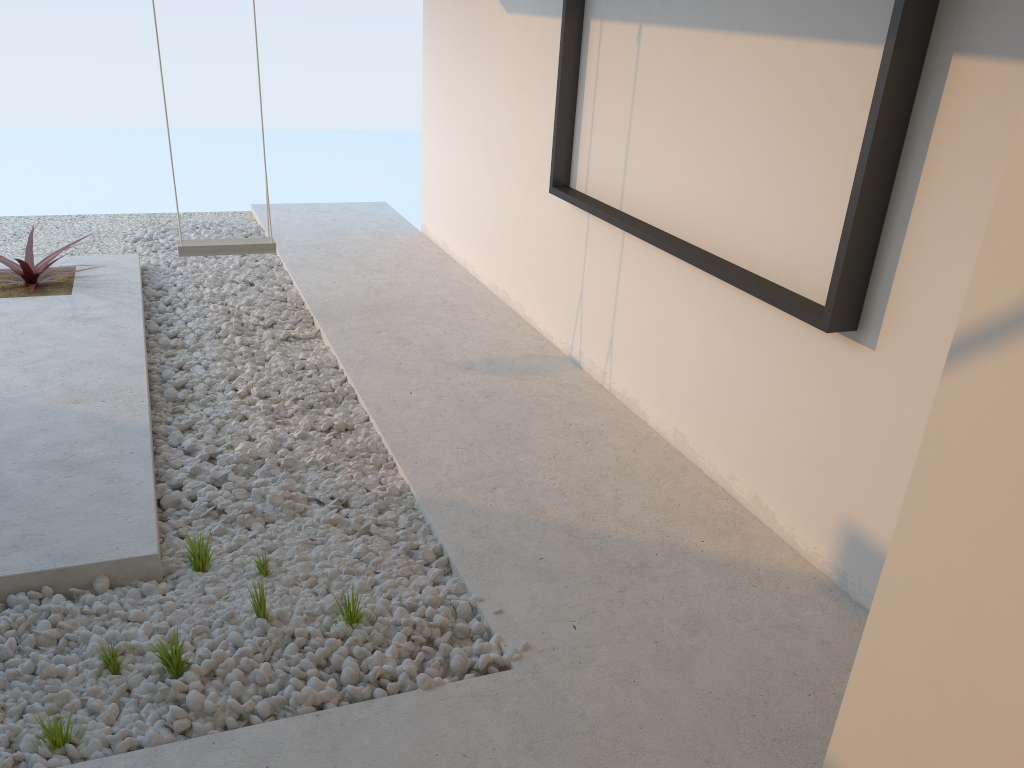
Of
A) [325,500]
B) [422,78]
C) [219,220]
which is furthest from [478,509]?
[219,220]

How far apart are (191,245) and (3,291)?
1.17m

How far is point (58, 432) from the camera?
3.2 meters

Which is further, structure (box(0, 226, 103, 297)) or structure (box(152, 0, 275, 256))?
structure (box(0, 226, 103, 297))

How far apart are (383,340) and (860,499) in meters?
2.6 m

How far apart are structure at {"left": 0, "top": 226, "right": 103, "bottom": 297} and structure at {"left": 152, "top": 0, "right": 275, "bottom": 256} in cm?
83

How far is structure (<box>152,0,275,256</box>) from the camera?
4.3m

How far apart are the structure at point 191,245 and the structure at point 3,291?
0.8m

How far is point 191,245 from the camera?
4.3m

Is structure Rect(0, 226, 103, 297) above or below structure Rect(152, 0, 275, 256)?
below
